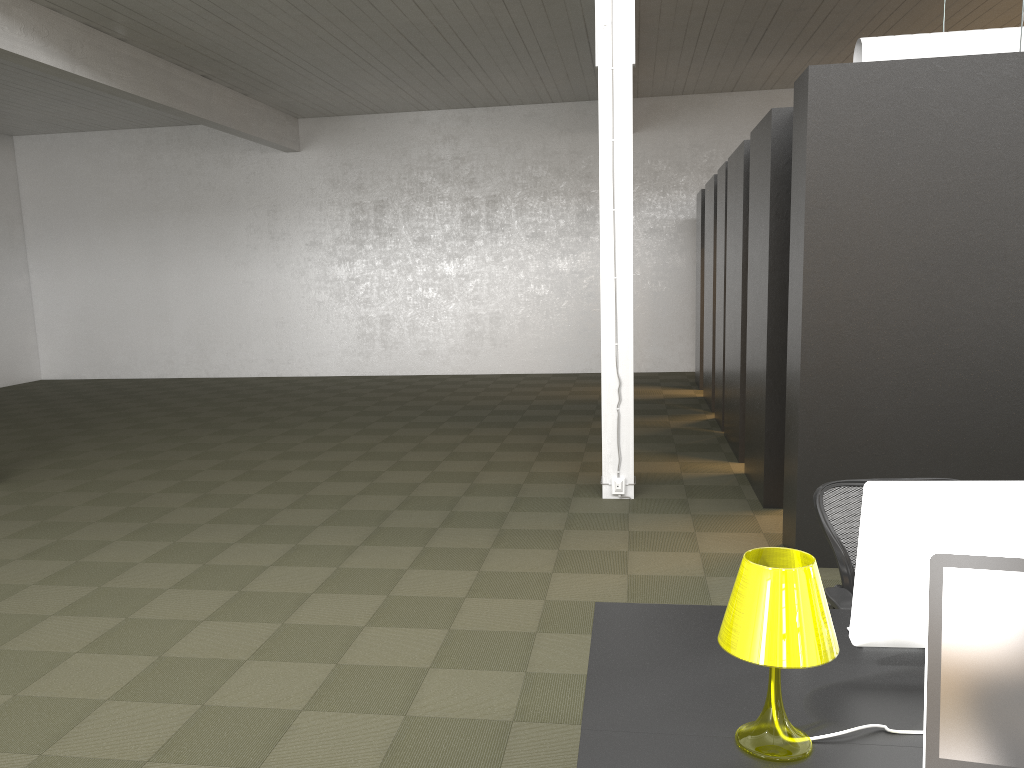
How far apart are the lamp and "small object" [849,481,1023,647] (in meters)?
0.31

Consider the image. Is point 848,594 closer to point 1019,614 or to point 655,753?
point 655,753

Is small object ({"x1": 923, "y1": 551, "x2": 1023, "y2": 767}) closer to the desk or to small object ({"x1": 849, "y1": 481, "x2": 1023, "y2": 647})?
the desk

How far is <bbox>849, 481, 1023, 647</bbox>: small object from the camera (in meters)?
2.09

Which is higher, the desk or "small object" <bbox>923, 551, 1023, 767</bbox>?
"small object" <bbox>923, 551, 1023, 767</bbox>

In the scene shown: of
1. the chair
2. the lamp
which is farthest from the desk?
the chair

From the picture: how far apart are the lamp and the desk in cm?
1

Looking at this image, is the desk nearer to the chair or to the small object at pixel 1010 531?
the small object at pixel 1010 531

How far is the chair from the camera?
3.04m

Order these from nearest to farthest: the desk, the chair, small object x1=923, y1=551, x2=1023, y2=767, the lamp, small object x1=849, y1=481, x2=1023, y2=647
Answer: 1. small object x1=923, y1=551, x2=1023, y2=767
2. the lamp
3. the desk
4. small object x1=849, y1=481, x2=1023, y2=647
5. the chair
